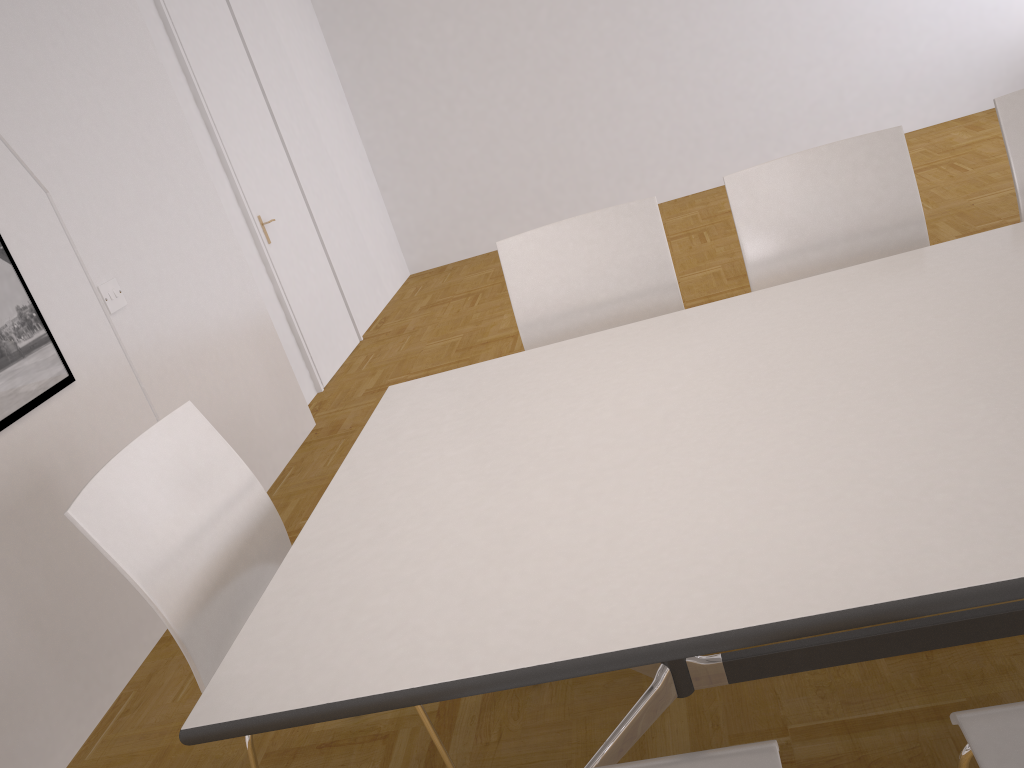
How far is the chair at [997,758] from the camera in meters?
1.1 m

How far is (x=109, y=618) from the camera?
2.77m

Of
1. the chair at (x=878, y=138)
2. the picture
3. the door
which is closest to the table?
the chair at (x=878, y=138)

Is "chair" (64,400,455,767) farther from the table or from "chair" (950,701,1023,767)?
"chair" (950,701,1023,767)

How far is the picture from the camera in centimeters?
258cm

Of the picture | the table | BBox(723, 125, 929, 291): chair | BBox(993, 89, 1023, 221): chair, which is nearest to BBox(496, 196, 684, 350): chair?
BBox(723, 125, 929, 291): chair

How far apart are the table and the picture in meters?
1.2

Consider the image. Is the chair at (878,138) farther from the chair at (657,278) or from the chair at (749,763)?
the chair at (749,763)

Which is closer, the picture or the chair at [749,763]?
the chair at [749,763]

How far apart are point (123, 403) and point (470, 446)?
1.8 meters
